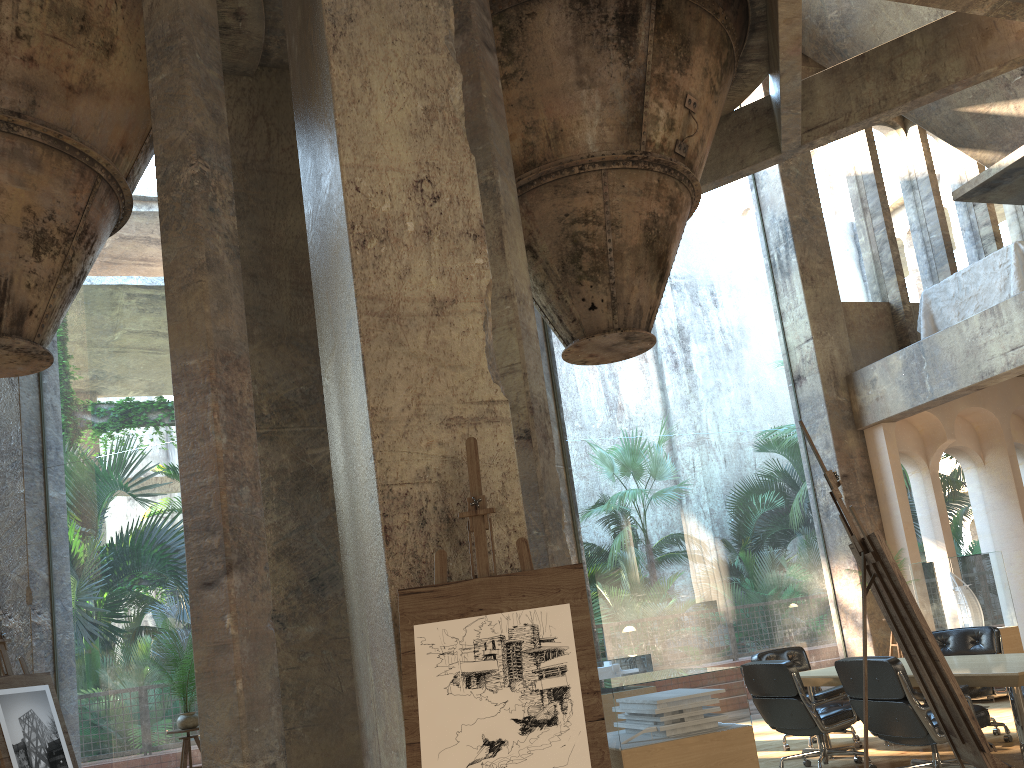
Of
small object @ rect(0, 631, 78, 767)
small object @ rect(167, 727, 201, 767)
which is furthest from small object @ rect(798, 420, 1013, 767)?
small object @ rect(0, 631, 78, 767)

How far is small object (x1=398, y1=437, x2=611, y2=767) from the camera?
2.87m

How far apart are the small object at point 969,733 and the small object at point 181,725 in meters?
4.8

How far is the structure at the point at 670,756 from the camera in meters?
4.0

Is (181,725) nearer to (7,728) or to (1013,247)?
(7,728)

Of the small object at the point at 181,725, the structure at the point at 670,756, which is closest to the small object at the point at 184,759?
the small object at the point at 181,725

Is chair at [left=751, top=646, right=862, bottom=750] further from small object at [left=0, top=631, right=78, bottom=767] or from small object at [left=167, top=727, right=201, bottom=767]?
small object at [left=0, top=631, right=78, bottom=767]

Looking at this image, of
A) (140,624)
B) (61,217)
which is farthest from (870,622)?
(140,624)

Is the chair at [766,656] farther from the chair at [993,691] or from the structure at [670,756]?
the structure at [670,756]

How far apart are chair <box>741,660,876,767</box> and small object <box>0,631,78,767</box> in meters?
4.9
